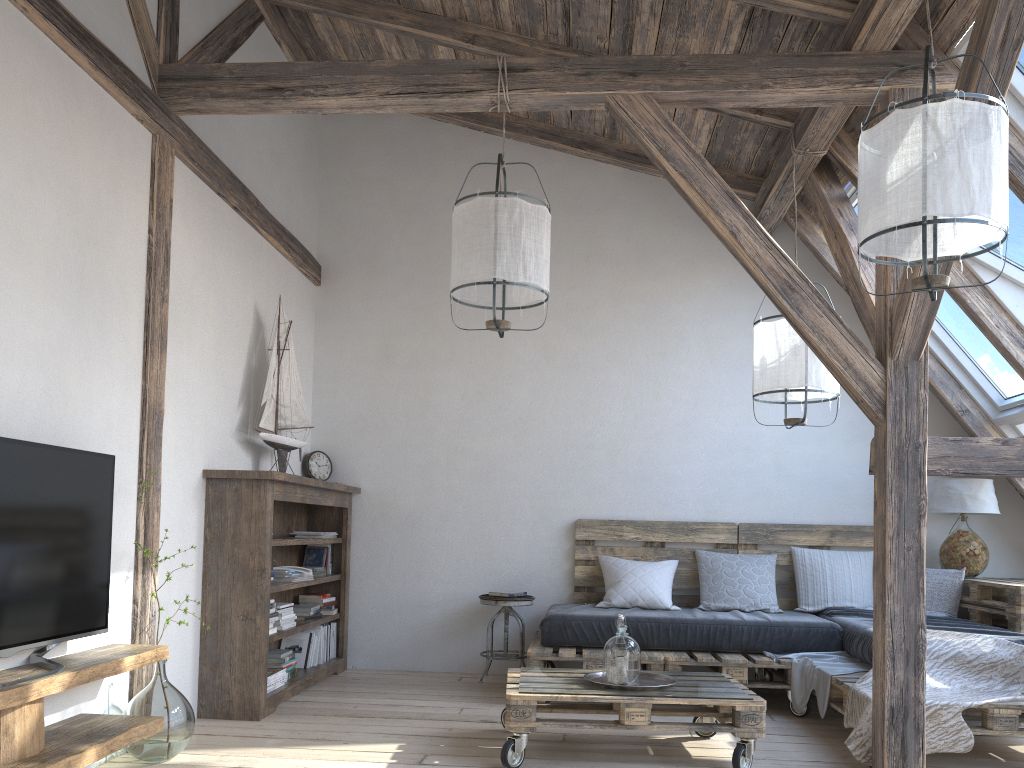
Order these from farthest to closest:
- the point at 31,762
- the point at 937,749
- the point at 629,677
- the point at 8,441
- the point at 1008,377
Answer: the point at 1008,377, the point at 629,677, the point at 937,749, the point at 8,441, the point at 31,762

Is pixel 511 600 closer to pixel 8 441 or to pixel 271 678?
pixel 271 678

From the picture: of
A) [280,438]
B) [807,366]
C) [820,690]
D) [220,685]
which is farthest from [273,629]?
[807,366]

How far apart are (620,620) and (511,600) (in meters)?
1.60

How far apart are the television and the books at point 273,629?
1.36m

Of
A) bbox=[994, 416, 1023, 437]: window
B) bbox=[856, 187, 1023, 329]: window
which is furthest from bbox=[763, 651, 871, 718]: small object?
bbox=[856, 187, 1023, 329]: window

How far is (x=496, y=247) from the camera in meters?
3.5 m

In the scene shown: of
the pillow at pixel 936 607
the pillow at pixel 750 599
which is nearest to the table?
the pillow at pixel 936 607

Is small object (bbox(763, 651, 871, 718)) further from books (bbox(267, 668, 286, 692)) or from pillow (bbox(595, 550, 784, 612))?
books (bbox(267, 668, 286, 692))

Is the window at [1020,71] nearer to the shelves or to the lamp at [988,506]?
the lamp at [988,506]
